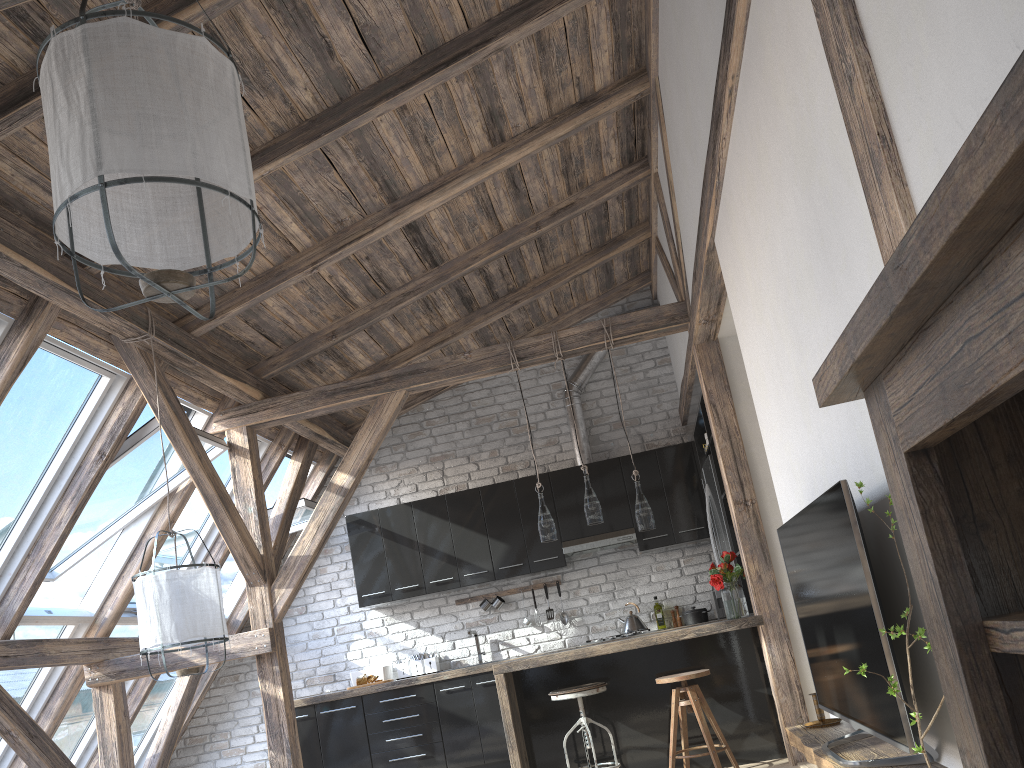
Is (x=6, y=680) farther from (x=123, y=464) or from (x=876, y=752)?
(x=876, y=752)

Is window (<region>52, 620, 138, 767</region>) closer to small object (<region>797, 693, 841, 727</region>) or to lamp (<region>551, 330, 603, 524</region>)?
lamp (<region>551, 330, 603, 524</region>)

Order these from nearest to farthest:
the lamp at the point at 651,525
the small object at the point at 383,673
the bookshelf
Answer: the bookshelf, the lamp at the point at 651,525, the small object at the point at 383,673

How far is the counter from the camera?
5.0m

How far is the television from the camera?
2.0m

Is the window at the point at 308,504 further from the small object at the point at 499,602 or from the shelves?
the shelves

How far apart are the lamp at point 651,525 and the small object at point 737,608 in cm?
43

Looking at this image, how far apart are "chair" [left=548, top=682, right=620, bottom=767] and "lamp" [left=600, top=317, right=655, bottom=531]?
0.93m

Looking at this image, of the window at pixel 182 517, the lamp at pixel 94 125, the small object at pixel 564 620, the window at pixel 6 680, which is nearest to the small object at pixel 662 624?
the small object at pixel 564 620

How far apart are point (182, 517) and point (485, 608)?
2.5 meters
